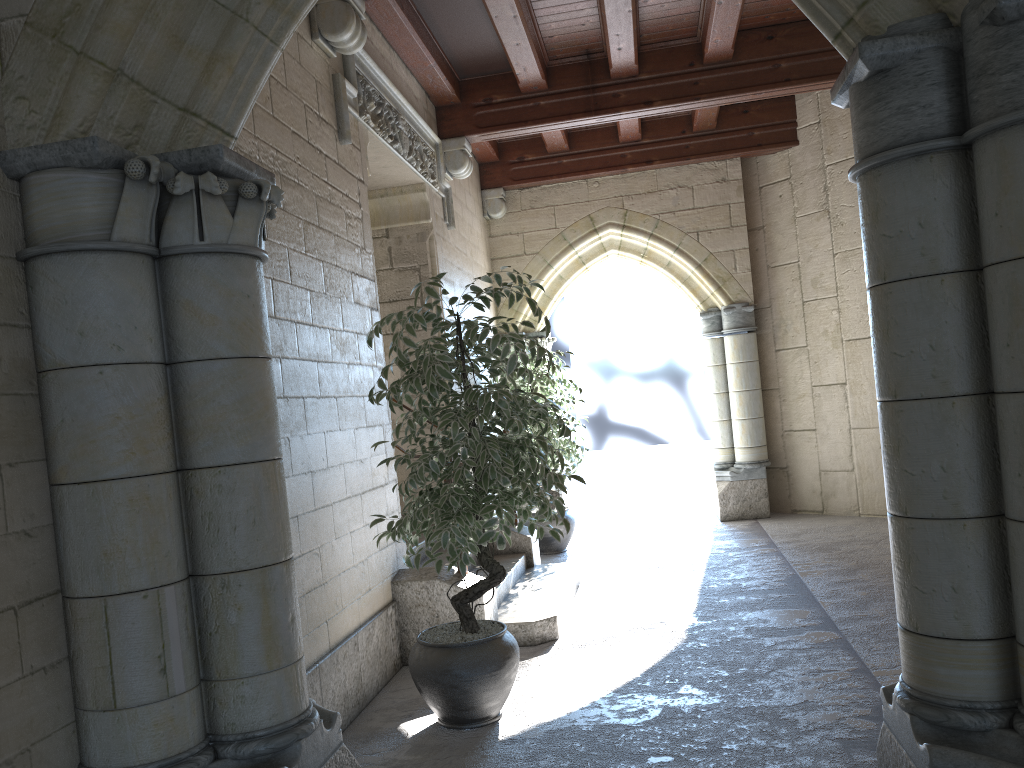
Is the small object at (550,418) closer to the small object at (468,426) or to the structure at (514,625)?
the structure at (514,625)

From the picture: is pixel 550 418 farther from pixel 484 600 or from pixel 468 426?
pixel 468 426

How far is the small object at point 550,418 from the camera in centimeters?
631cm

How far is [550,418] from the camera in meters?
6.3 m

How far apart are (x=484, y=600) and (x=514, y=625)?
0.26m

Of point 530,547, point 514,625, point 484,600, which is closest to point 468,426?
point 484,600

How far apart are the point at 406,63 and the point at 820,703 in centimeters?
405cm

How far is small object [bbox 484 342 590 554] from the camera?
6.3 meters

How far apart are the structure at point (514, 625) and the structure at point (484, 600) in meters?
0.1 m

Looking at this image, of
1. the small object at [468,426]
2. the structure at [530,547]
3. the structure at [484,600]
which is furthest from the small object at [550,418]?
the small object at [468,426]
